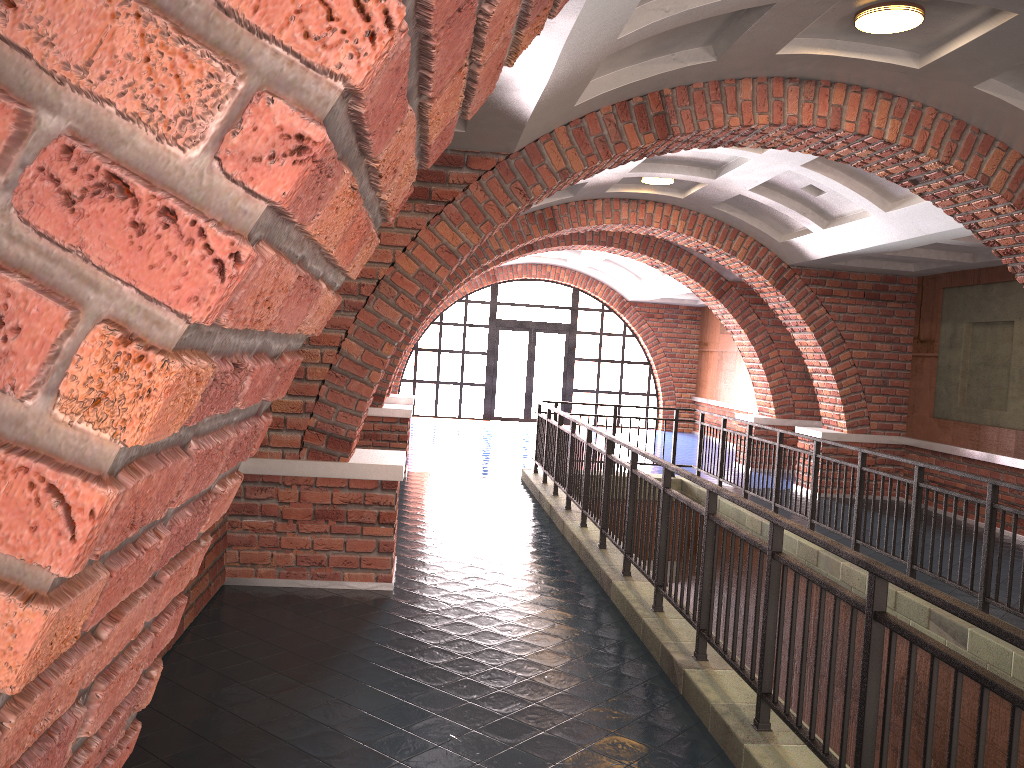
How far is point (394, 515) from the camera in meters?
6.1 m

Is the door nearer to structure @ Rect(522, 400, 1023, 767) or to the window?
the window

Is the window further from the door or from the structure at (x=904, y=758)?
the structure at (x=904, y=758)

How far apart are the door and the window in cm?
17

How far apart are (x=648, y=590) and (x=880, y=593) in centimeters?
315cm

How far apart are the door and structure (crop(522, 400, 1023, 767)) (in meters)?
9.26

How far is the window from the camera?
20.8 meters

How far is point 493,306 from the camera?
20.8 meters

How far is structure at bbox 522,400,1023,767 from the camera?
2.7 meters

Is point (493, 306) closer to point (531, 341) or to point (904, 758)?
point (531, 341)
